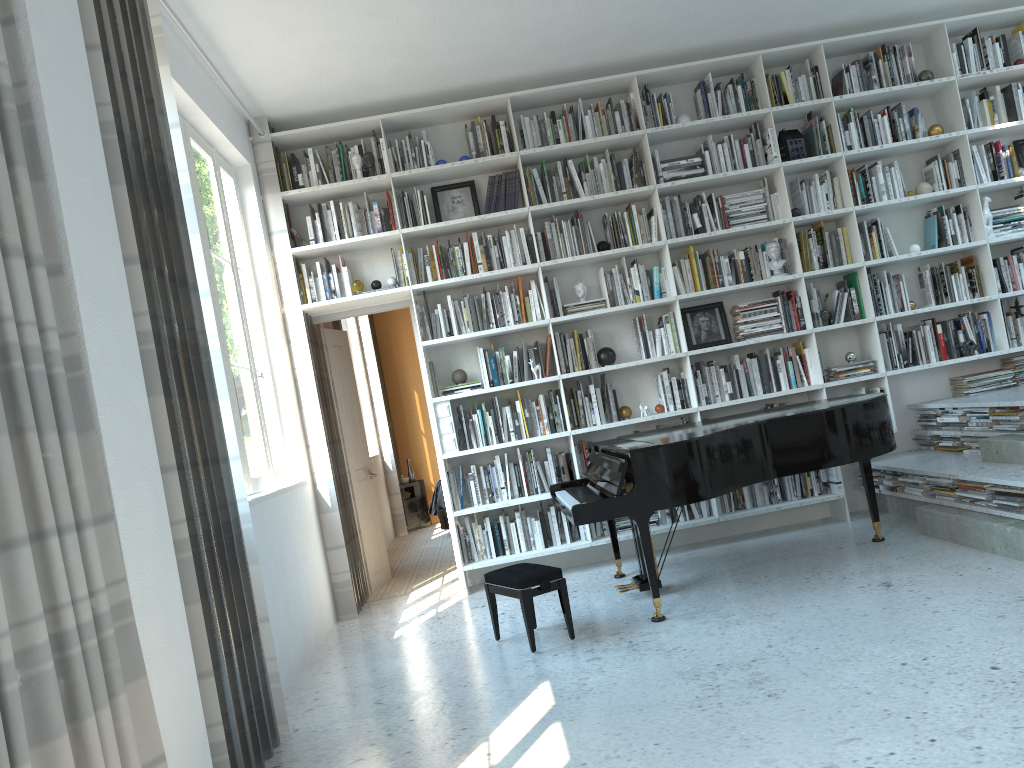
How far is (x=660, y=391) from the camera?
5.89m

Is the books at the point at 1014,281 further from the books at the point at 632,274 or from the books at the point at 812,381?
the books at the point at 632,274

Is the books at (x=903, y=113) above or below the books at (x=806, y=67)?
below

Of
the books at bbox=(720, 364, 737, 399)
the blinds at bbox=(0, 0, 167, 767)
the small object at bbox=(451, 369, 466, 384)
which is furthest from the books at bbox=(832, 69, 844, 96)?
the blinds at bbox=(0, 0, 167, 767)

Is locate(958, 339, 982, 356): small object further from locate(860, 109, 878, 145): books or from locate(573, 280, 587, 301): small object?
locate(573, 280, 587, 301): small object

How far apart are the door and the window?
0.63m

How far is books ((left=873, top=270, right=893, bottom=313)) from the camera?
5.9m

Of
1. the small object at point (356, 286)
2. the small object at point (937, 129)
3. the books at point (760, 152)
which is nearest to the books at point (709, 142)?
the books at point (760, 152)

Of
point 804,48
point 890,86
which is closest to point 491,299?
point 804,48

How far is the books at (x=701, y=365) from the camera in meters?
5.9 m
